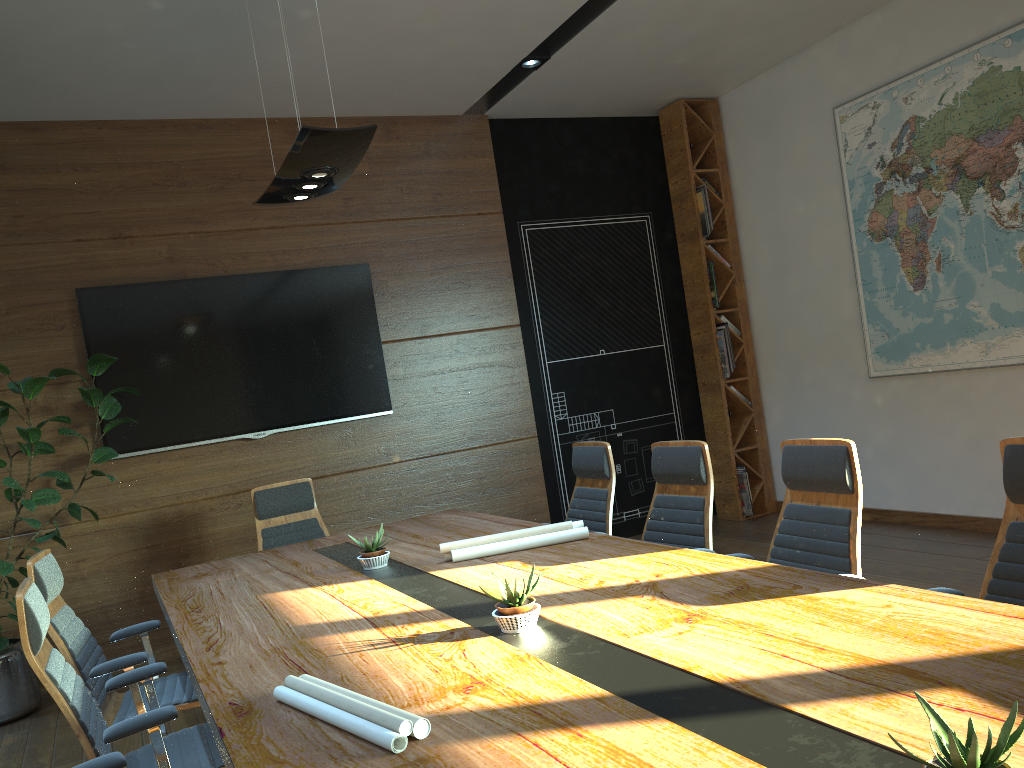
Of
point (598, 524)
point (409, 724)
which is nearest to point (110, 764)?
point (409, 724)

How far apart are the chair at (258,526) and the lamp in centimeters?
196cm

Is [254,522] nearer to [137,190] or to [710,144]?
[137,190]

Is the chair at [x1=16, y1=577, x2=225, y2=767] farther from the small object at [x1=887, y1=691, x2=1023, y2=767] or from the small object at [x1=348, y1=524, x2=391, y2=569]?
the small object at [x1=887, y1=691, x2=1023, y2=767]

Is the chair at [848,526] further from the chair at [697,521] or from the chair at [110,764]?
the chair at [110,764]

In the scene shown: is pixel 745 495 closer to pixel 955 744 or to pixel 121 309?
pixel 121 309

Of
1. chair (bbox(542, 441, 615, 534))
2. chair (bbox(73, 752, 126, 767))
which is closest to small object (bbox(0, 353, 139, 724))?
chair (bbox(542, 441, 615, 534))

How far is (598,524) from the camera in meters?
4.8 m

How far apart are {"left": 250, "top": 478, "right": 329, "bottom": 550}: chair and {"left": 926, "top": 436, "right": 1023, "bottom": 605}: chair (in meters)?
3.91

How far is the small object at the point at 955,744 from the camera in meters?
1.2
